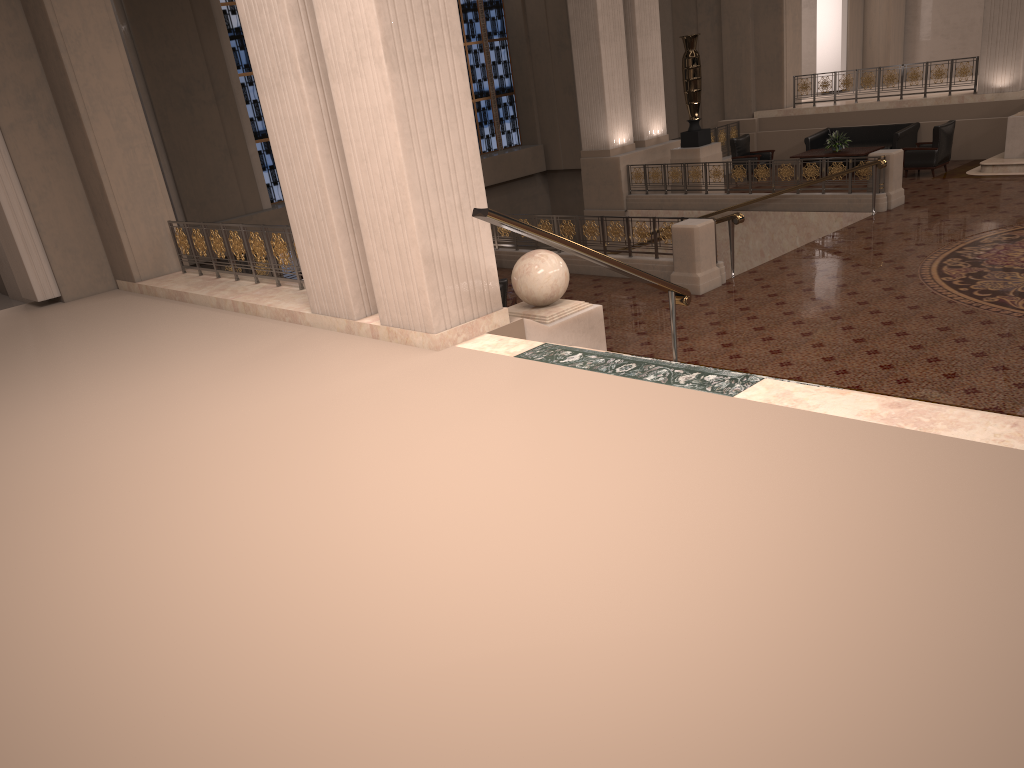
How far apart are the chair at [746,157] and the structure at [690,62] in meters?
1.5 m

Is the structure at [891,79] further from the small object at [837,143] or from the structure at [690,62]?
the structure at [690,62]

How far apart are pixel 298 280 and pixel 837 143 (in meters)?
12.13

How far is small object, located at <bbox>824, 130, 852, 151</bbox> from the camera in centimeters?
1687cm

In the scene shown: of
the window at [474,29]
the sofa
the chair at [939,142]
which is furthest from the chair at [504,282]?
the window at [474,29]

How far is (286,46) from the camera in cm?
673

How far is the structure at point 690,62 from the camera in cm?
1610

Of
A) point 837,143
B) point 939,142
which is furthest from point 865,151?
point 939,142

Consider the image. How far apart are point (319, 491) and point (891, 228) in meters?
10.6 m

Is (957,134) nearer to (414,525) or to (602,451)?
(602,451)
